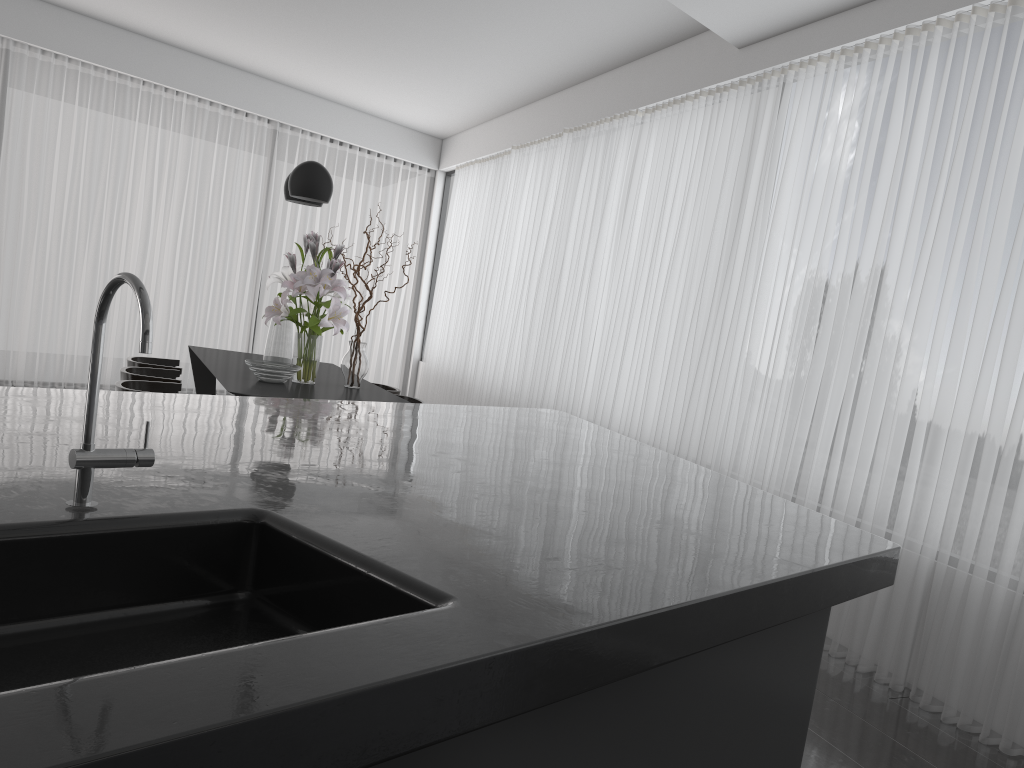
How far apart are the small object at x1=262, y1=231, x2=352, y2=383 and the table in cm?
4

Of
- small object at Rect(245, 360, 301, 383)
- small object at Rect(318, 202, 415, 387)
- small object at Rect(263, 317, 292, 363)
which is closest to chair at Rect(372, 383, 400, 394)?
small object at Rect(318, 202, 415, 387)

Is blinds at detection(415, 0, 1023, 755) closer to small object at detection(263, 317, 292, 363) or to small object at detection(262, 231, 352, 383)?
small object at detection(262, 231, 352, 383)

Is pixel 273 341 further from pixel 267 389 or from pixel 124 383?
pixel 124 383

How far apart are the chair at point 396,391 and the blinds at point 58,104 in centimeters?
395cm

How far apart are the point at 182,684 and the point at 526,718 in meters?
0.5 m

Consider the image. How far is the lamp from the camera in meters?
4.8 m

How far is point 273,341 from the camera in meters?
5.0 m

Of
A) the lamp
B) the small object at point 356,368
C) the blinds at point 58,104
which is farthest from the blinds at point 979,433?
the lamp

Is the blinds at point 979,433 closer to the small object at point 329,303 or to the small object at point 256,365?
the small object at point 329,303
